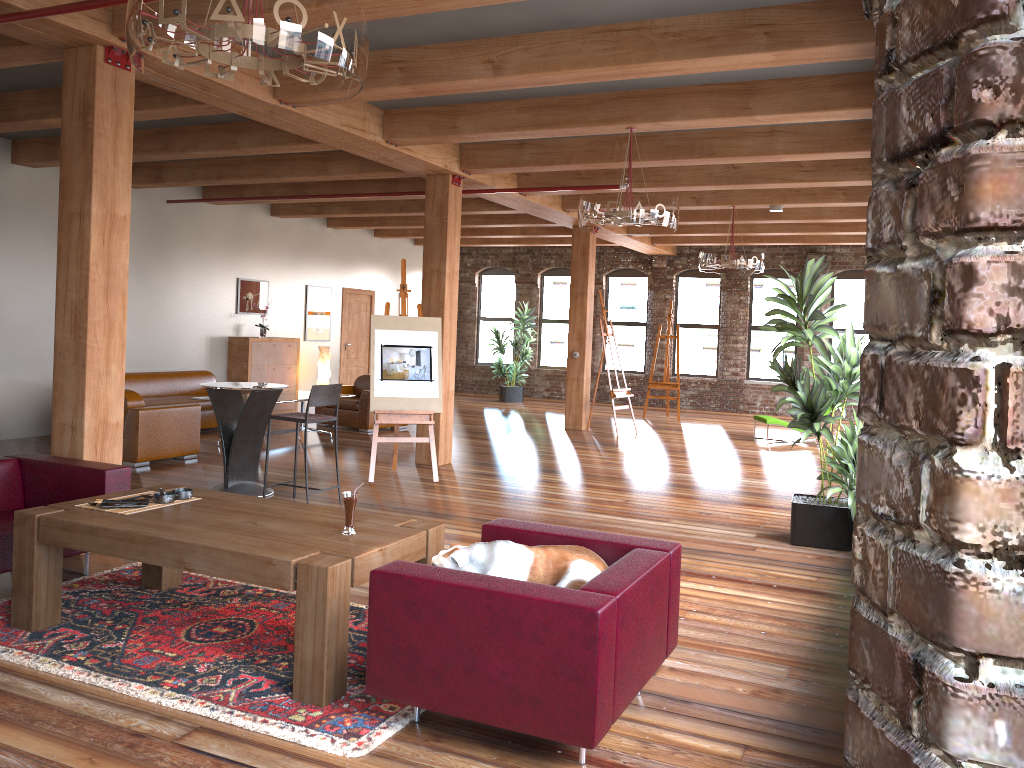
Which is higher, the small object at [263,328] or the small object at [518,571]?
the small object at [263,328]

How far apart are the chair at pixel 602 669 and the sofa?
8.0 meters

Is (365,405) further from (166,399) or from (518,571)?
(518,571)

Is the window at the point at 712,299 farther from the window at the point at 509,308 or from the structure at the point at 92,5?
the structure at the point at 92,5

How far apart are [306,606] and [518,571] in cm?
82

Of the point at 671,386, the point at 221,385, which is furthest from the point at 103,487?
the point at 671,386

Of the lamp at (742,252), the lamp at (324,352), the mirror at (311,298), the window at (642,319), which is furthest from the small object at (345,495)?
the window at (642,319)

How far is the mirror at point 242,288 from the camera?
13.4 meters

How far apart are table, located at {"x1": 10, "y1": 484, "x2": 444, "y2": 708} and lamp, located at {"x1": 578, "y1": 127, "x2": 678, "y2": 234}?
3.38m

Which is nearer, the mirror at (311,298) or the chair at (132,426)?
the chair at (132,426)
